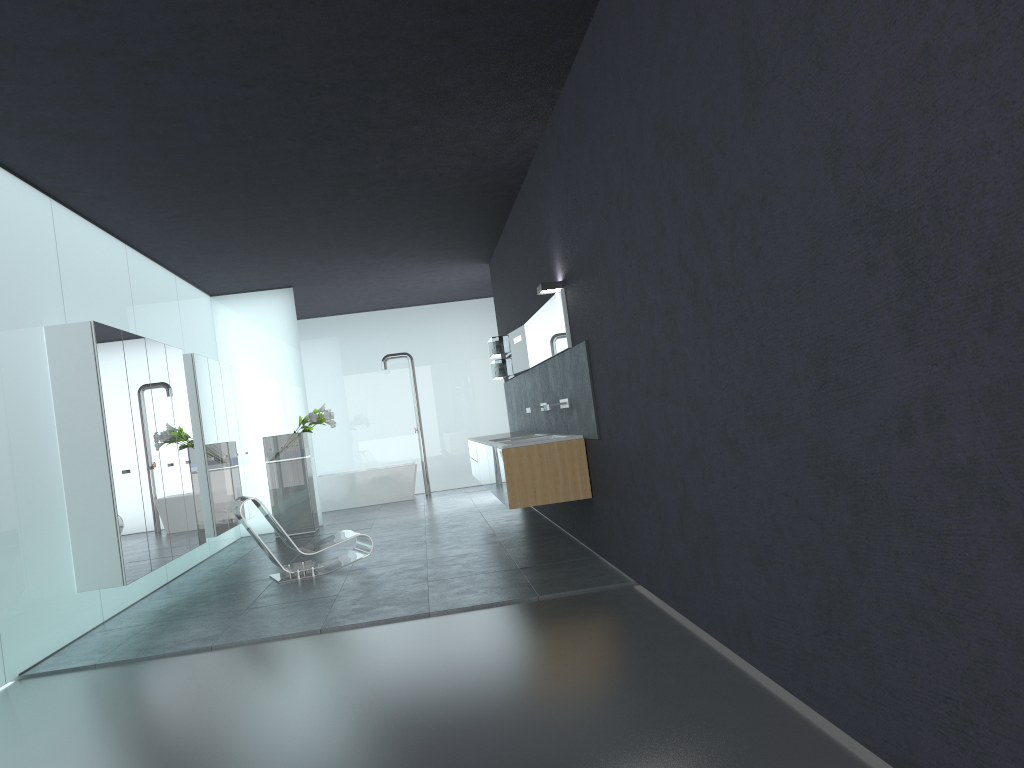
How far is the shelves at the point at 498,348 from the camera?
12.6m

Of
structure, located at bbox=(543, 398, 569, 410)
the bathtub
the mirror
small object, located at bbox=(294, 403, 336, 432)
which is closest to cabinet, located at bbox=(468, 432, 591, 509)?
structure, located at bbox=(543, 398, 569, 410)

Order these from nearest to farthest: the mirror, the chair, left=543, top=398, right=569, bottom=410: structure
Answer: the mirror < left=543, top=398, right=569, bottom=410: structure < the chair

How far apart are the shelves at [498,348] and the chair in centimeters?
400cm

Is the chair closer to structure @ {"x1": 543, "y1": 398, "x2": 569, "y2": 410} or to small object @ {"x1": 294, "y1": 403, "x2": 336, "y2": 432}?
structure @ {"x1": 543, "y1": 398, "x2": 569, "y2": 410}

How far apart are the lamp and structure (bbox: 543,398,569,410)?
1.1m

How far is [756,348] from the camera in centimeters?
368cm

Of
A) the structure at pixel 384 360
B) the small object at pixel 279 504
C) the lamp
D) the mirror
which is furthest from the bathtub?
the lamp

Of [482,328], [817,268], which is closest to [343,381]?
[482,328]

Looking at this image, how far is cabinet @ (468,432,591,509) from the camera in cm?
771
